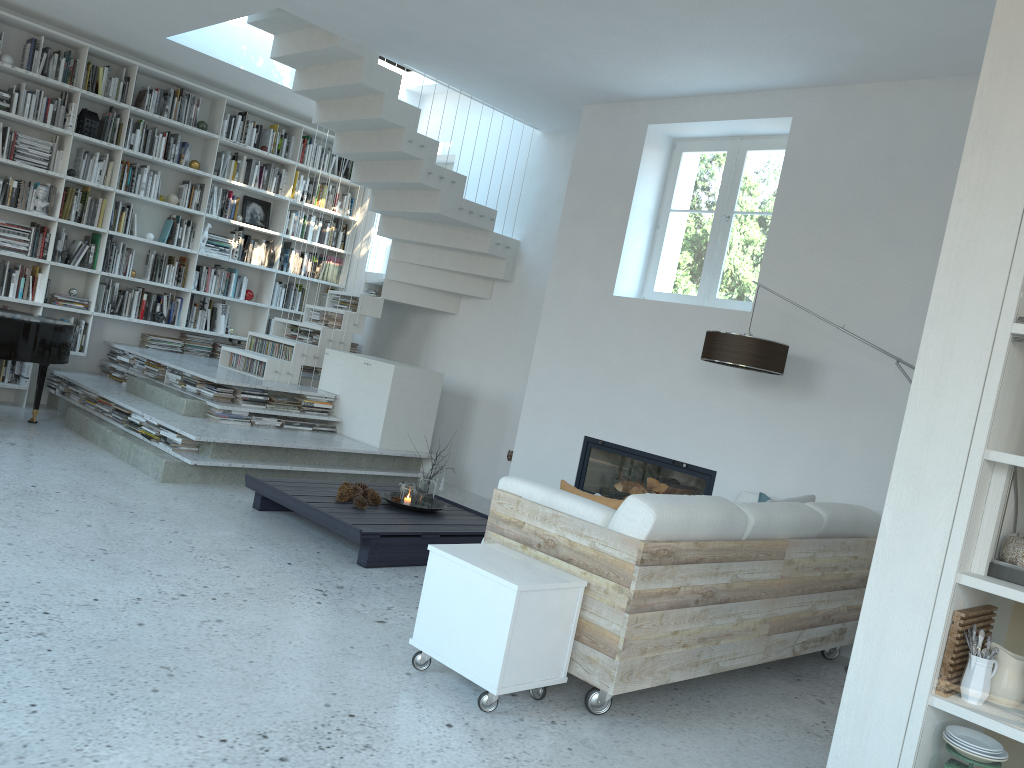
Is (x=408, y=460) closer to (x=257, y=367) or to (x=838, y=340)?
(x=257, y=367)

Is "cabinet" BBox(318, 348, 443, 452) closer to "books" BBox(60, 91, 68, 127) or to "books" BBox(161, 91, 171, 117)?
"books" BBox(161, 91, 171, 117)

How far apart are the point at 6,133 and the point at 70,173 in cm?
55

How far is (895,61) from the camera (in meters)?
4.80

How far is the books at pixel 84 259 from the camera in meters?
7.9

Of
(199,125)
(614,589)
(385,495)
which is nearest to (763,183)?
(385,495)

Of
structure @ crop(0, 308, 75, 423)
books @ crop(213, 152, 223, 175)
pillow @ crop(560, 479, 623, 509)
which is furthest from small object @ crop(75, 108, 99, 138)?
pillow @ crop(560, 479, 623, 509)

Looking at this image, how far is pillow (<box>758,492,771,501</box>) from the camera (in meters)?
4.99

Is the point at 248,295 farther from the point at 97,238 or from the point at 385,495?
the point at 385,495

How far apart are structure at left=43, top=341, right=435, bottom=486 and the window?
2.19m
